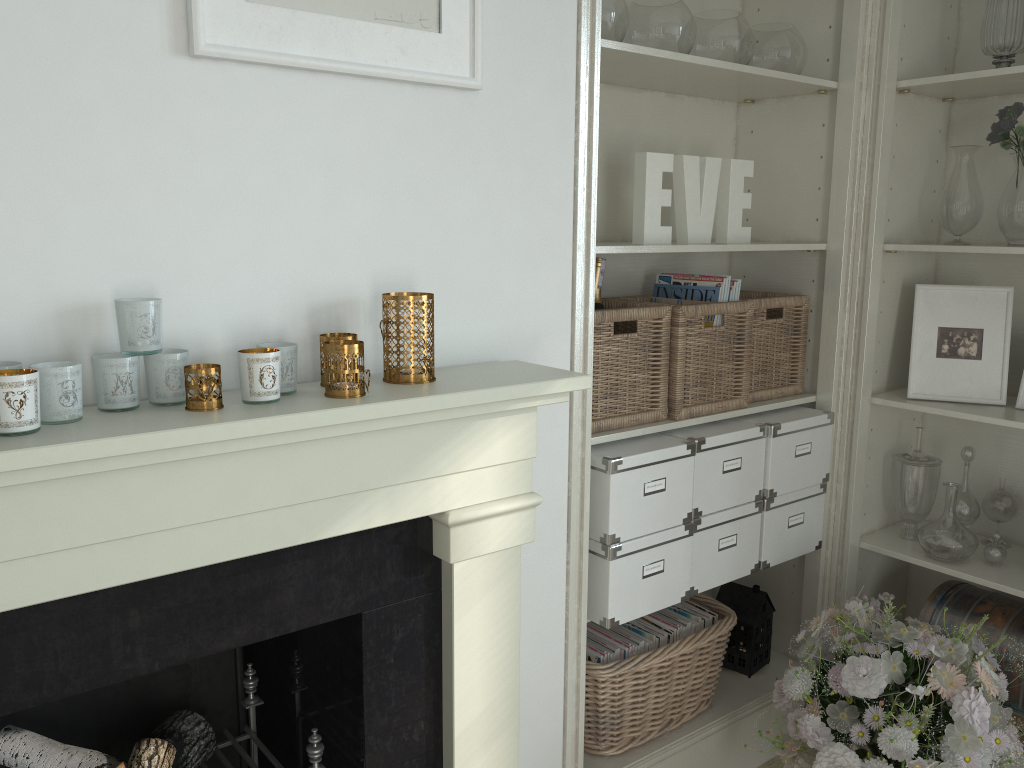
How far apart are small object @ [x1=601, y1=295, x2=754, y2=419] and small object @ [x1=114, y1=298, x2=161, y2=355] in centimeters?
120cm

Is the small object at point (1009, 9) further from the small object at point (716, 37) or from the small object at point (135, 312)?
the small object at point (135, 312)

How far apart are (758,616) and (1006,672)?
0.60m

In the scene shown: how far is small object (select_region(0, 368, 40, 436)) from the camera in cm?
102

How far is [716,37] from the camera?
2.07m

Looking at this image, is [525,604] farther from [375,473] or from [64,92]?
[64,92]

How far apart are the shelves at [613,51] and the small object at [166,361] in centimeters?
78cm

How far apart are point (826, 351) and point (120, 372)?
1.8 meters

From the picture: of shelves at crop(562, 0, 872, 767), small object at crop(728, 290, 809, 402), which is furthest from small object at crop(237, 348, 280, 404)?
small object at crop(728, 290, 809, 402)

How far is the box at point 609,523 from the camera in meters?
1.9
